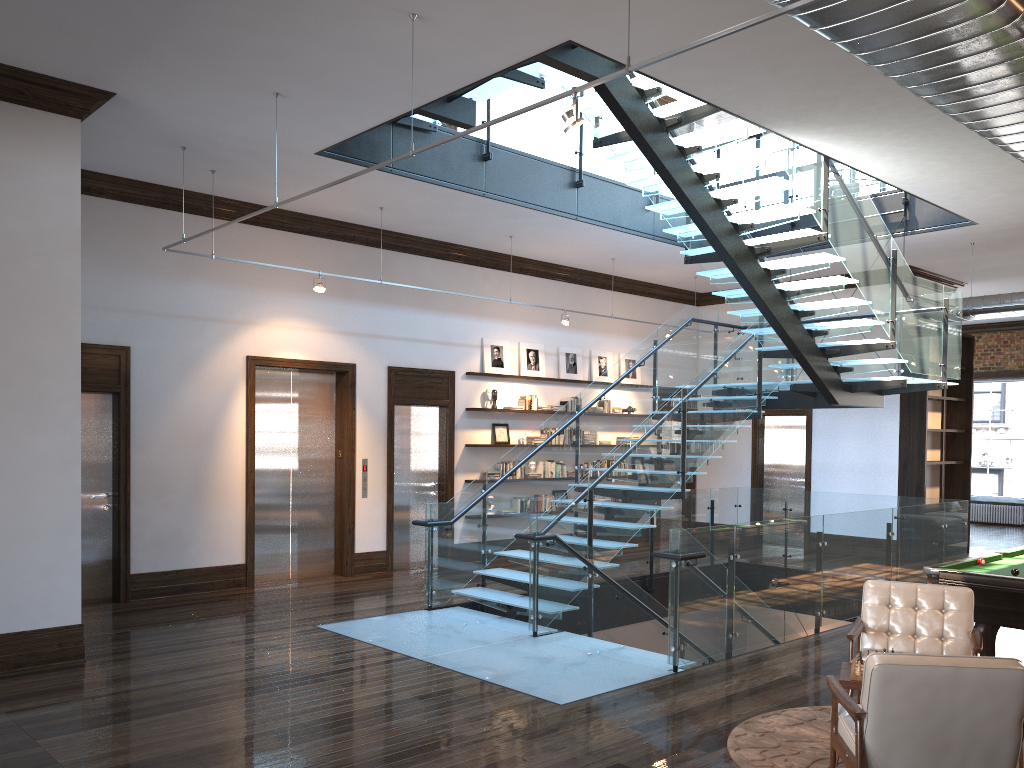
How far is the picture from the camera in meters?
12.8 m

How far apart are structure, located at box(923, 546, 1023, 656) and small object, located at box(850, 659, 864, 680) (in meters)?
2.06

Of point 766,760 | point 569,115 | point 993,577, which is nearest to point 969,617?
point 993,577

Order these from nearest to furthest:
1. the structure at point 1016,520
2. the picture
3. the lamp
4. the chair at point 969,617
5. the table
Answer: the lamp, the table, the chair at point 969,617, the picture, the structure at point 1016,520

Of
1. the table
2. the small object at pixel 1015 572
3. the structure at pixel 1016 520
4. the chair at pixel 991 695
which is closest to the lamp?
the chair at pixel 991 695

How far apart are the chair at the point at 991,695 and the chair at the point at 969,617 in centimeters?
109cm

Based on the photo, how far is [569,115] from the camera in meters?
4.5

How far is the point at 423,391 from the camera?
11.93m

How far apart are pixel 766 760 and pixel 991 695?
1.5m

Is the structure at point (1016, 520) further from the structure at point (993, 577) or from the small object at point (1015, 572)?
the small object at point (1015, 572)
